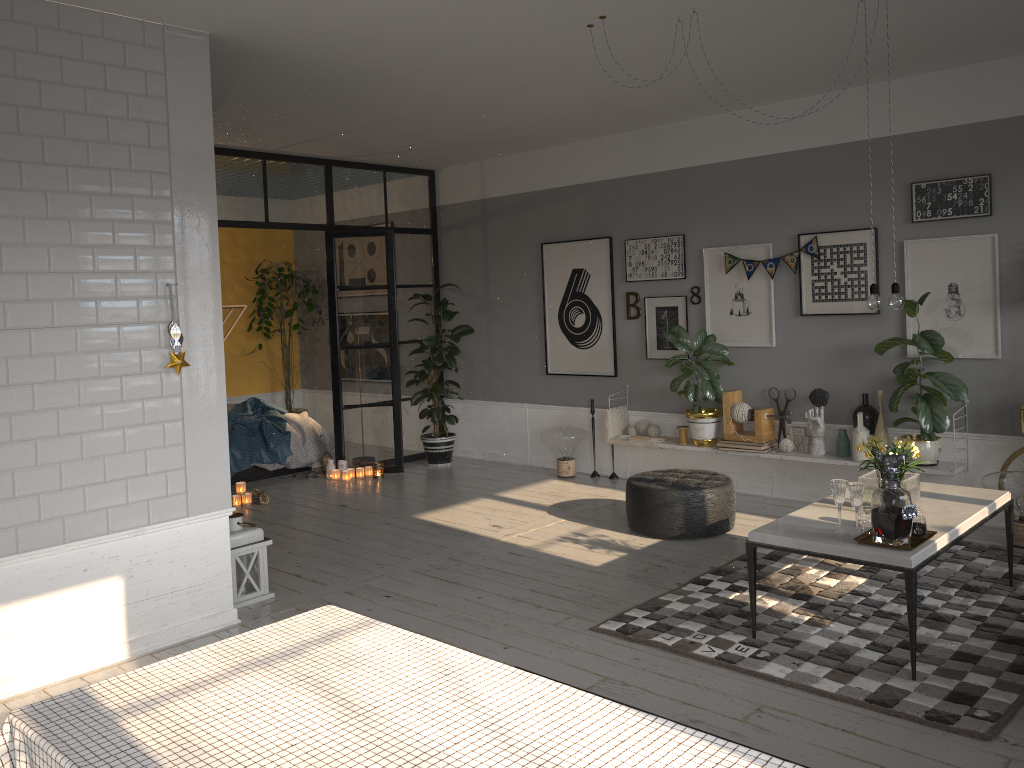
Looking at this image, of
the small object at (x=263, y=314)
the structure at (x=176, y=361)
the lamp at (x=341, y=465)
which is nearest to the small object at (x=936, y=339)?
the structure at (x=176, y=361)

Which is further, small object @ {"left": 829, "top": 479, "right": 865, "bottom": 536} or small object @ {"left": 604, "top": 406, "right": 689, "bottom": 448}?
small object @ {"left": 604, "top": 406, "right": 689, "bottom": 448}

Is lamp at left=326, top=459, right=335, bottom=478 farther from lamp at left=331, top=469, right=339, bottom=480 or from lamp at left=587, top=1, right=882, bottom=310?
lamp at left=587, top=1, right=882, bottom=310

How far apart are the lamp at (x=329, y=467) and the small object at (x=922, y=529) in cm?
541

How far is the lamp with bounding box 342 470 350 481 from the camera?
8.1 meters

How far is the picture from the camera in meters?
5.7 m

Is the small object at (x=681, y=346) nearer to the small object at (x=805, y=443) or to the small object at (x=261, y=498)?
the small object at (x=805, y=443)

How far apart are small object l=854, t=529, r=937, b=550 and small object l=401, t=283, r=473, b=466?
4.9 meters

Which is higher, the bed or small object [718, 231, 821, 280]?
small object [718, 231, 821, 280]

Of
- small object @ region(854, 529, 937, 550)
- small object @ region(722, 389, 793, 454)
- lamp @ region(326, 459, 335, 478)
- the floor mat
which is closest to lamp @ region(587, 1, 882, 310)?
small object @ region(854, 529, 937, 550)
